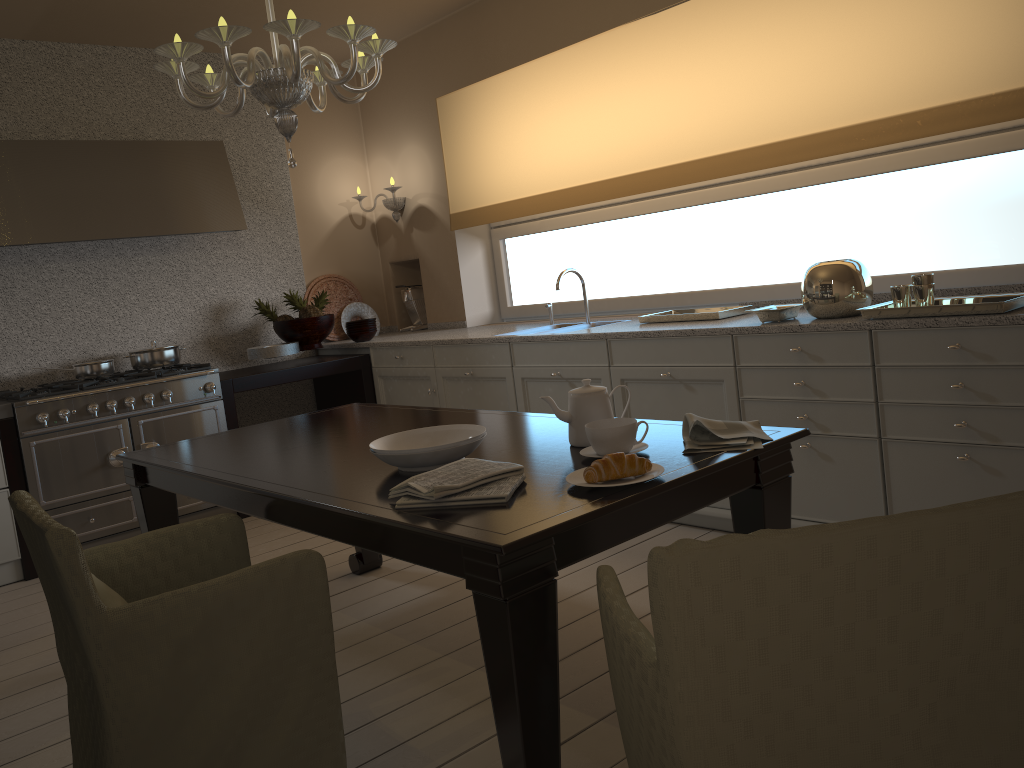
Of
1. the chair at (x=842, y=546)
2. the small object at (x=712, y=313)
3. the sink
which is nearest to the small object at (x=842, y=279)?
the small object at (x=712, y=313)

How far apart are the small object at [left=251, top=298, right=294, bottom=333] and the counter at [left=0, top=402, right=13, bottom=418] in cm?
152

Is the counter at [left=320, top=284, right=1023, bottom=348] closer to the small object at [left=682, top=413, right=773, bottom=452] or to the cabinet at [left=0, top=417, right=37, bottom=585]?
the small object at [left=682, top=413, right=773, bottom=452]

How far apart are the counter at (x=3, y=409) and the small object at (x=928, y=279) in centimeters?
367cm

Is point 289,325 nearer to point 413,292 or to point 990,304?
point 413,292

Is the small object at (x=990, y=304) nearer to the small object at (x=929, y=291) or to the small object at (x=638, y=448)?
the small object at (x=929, y=291)

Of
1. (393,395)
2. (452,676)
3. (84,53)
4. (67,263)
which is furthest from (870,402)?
(84,53)

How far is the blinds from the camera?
3.03m

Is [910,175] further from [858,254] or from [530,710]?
[530,710]

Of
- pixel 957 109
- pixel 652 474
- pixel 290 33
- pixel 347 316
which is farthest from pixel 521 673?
pixel 347 316
